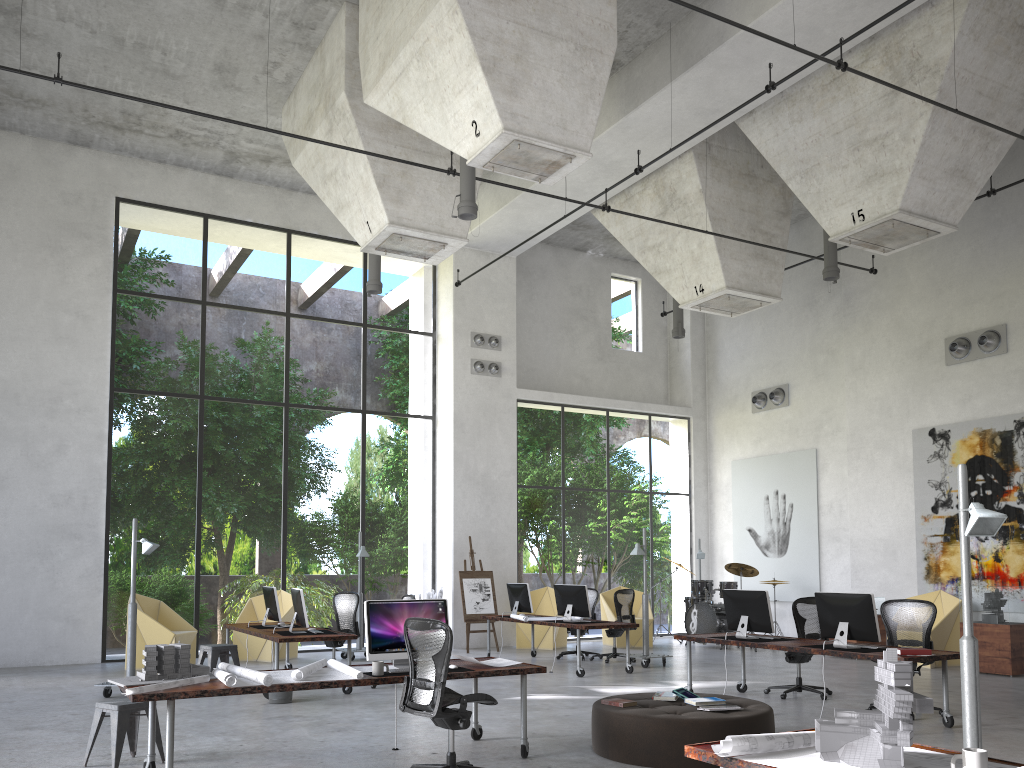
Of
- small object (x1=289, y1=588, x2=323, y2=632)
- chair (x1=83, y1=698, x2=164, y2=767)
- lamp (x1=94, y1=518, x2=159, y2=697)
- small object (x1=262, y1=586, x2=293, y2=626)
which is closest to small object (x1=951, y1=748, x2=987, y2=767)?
chair (x1=83, y1=698, x2=164, y2=767)

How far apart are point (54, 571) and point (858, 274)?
14.8m

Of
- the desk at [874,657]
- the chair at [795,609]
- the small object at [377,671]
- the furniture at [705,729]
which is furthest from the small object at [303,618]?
the chair at [795,609]

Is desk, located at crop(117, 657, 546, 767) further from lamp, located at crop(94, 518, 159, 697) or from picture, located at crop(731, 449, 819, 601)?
picture, located at crop(731, 449, 819, 601)

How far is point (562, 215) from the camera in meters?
16.3

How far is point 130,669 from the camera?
10.3m

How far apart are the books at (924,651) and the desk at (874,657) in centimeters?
8cm

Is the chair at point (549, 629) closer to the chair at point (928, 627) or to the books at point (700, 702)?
the chair at point (928, 627)

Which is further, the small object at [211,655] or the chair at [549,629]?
the chair at [549,629]

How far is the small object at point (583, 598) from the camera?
12.59m
